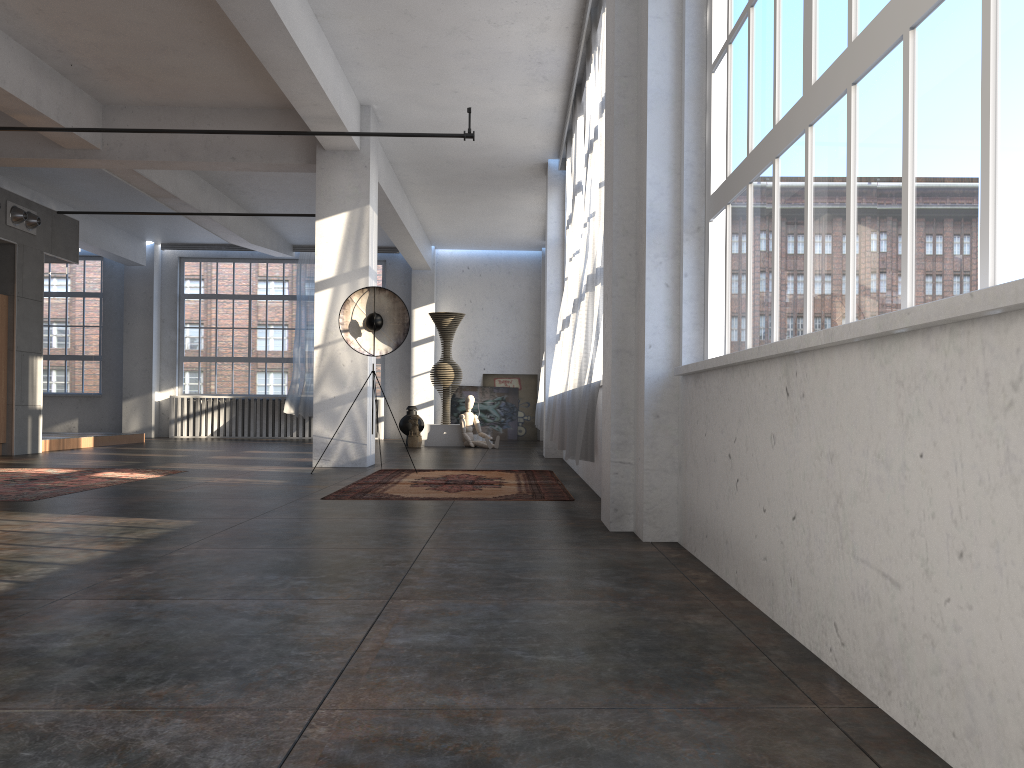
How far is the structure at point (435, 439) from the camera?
15.2m

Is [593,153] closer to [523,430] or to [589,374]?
[589,374]

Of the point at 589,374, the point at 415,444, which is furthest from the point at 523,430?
the point at 589,374

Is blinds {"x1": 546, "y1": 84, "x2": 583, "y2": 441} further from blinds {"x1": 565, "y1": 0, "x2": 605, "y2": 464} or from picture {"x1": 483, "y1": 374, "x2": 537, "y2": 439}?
picture {"x1": 483, "y1": 374, "x2": 537, "y2": 439}

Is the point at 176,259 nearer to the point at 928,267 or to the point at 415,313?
the point at 415,313

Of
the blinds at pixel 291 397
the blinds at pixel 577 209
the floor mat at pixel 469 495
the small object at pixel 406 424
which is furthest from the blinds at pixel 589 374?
the blinds at pixel 291 397

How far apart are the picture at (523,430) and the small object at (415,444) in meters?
4.1

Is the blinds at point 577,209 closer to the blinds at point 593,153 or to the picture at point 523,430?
the blinds at point 593,153

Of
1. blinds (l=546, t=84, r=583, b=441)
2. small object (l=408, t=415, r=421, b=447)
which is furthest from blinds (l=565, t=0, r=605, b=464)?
Answer: small object (l=408, t=415, r=421, b=447)

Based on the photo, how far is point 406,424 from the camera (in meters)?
15.39
